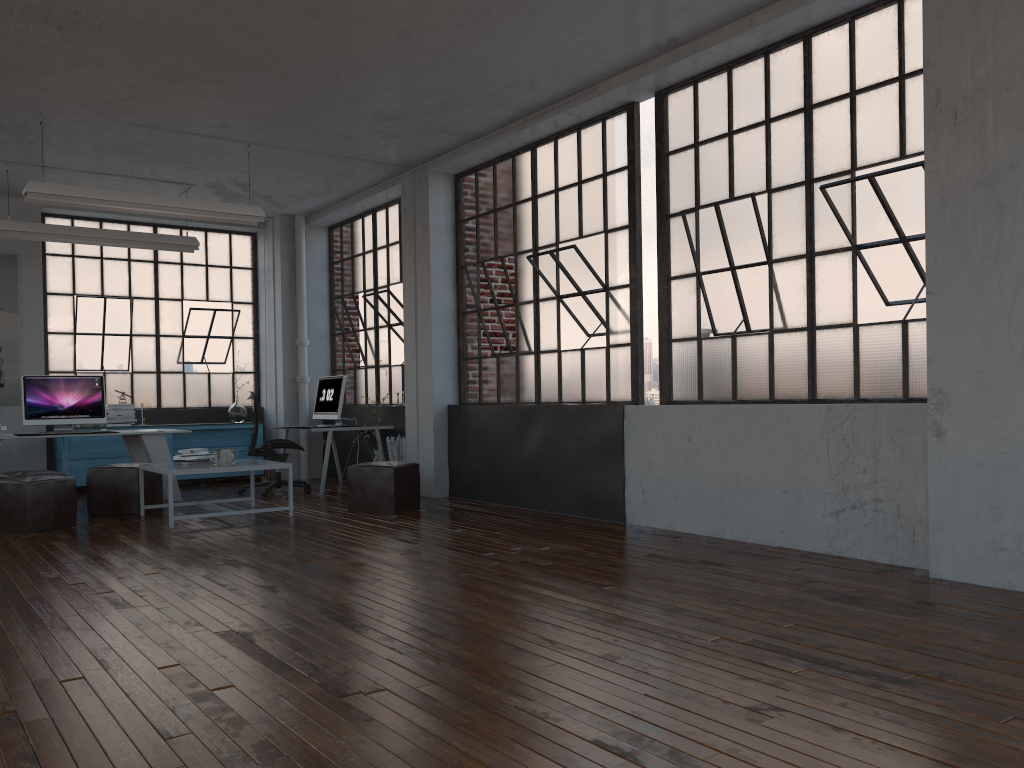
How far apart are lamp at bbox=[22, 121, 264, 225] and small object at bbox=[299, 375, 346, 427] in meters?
2.1 m

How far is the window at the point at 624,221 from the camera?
6.8 meters

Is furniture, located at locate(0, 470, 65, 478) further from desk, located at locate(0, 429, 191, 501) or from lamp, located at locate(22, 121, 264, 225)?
lamp, located at locate(22, 121, 264, 225)

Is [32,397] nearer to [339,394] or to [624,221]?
[339,394]

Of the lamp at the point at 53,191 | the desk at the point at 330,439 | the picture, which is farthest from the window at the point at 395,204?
the picture

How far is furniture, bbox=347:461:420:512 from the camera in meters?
7.5 m

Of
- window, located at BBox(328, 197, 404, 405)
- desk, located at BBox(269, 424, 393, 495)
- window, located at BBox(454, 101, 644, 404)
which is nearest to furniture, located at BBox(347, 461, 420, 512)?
window, located at BBox(454, 101, 644, 404)

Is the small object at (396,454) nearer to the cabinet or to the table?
the table

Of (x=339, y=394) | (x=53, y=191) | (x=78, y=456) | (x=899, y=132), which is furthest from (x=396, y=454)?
(x=899, y=132)

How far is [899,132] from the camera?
5.0m
